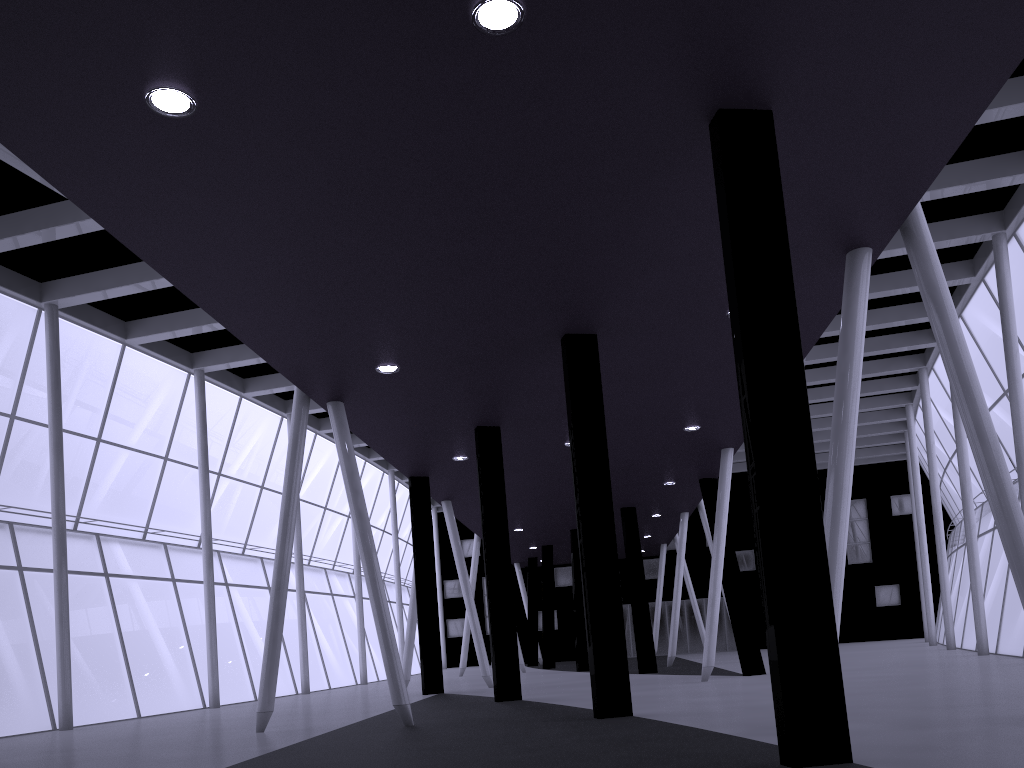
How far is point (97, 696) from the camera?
33.3m
